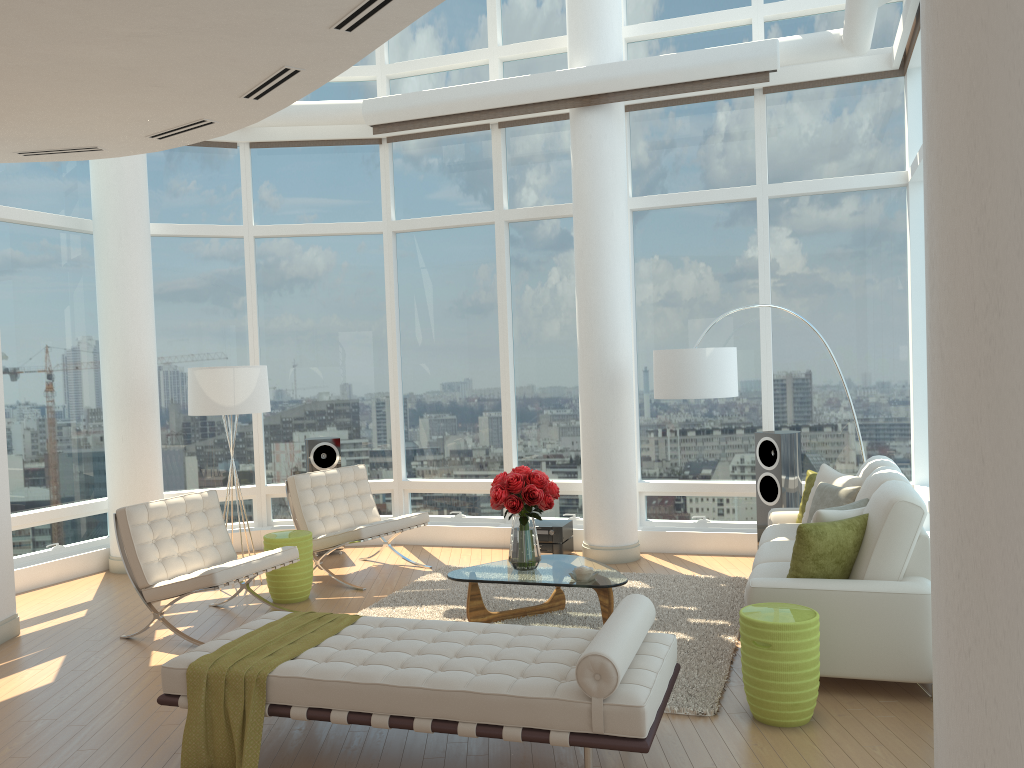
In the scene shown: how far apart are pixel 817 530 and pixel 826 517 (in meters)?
0.24

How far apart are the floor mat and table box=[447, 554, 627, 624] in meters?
0.0 m

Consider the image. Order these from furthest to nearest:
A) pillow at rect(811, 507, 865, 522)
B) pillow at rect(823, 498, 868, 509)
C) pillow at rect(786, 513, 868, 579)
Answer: pillow at rect(823, 498, 868, 509) → pillow at rect(811, 507, 865, 522) → pillow at rect(786, 513, 868, 579)

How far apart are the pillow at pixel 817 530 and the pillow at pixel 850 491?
1.1 meters

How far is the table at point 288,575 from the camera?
6.93m

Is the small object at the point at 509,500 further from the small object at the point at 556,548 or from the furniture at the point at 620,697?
the small object at the point at 556,548

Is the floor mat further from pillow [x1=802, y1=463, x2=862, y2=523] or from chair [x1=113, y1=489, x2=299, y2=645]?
pillow [x1=802, y1=463, x2=862, y2=523]

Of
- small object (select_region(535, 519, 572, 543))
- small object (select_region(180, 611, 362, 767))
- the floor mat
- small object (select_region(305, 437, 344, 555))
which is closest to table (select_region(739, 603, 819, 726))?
the floor mat

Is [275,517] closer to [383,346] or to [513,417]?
[383,346]

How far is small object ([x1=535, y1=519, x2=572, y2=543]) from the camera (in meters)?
8.13
